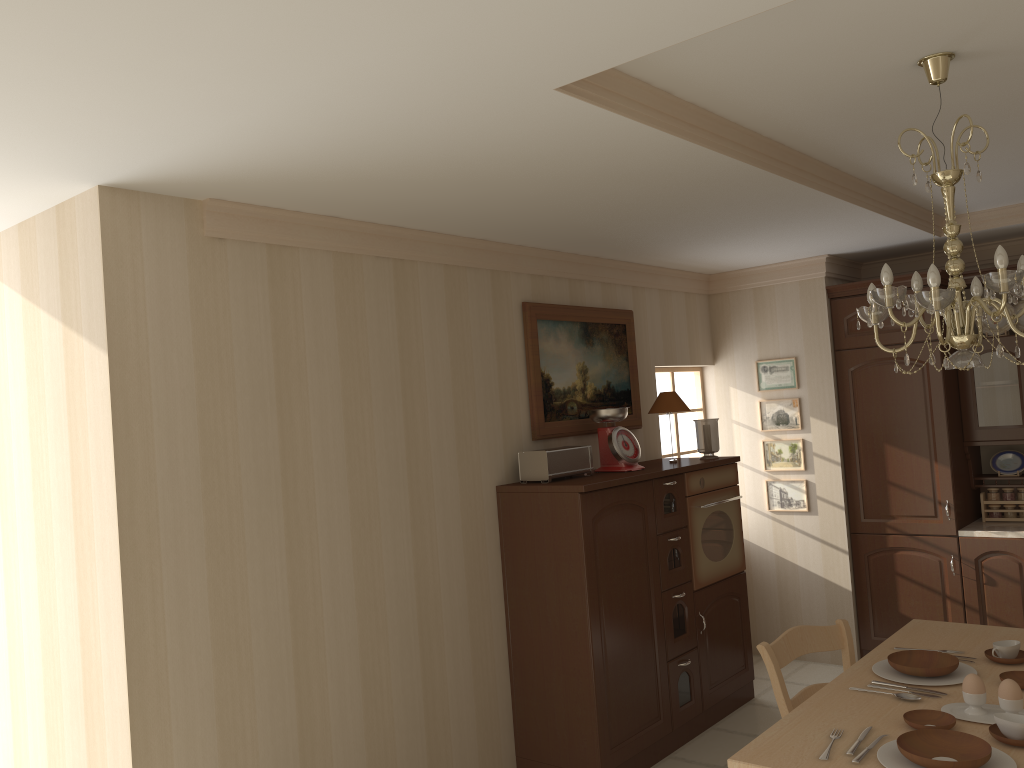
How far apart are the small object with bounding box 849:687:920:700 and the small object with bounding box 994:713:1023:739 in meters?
0.3 m

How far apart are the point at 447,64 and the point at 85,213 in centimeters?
149cm

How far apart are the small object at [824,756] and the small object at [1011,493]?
3.56m

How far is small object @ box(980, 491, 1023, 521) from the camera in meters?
5.2 m

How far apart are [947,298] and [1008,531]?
3.2 meters

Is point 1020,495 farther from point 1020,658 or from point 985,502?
point 1020,658

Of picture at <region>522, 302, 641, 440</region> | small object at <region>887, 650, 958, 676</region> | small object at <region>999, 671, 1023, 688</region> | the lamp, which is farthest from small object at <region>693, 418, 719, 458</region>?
small object at <region>999, 671, 1023, 688</region>

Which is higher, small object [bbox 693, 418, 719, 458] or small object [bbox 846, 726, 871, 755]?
small object [bbox 693, 418, 719, 458]

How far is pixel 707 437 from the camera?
4.9m

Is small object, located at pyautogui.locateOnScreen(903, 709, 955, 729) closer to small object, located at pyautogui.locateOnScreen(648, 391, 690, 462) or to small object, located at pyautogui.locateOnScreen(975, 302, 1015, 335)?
small object, located at pyautogui.locateOnScreen(648, 391, 690, 462)
